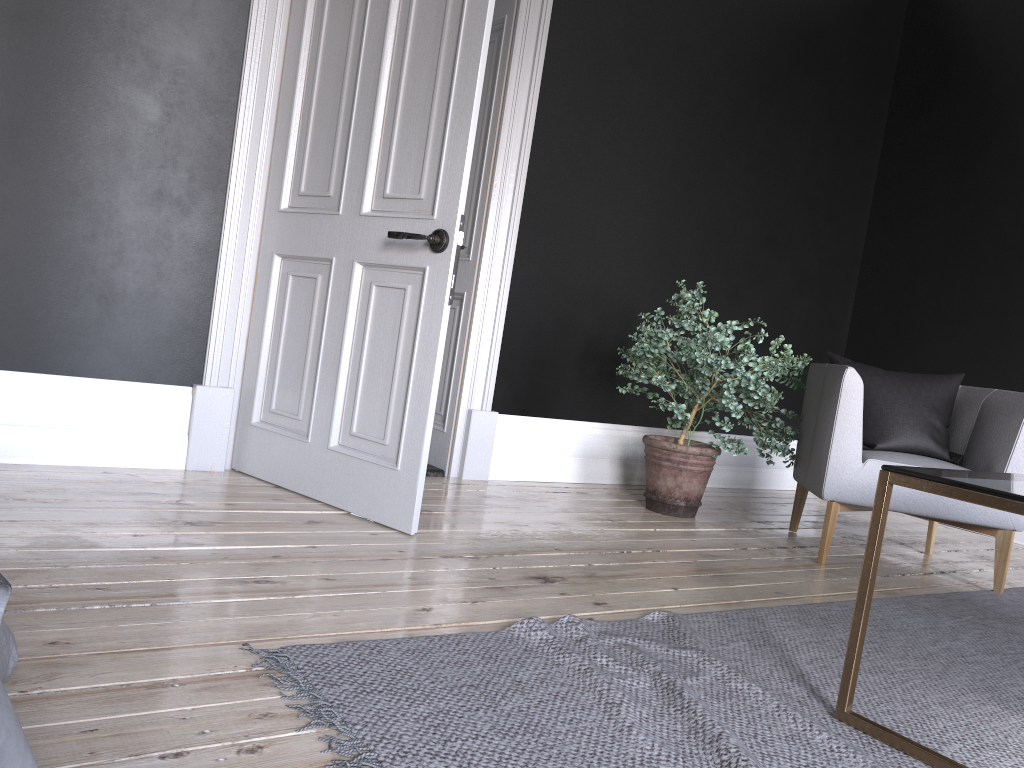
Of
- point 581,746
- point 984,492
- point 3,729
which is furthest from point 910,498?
point 3,729

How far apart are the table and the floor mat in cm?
1

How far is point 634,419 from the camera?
4.92m

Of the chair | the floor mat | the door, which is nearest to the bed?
the floor mat

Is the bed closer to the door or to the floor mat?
the floor mat

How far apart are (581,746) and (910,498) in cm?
239

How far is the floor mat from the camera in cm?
158

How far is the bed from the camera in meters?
0.9 m

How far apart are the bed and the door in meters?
1.5

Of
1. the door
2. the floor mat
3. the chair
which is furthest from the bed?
the chair
